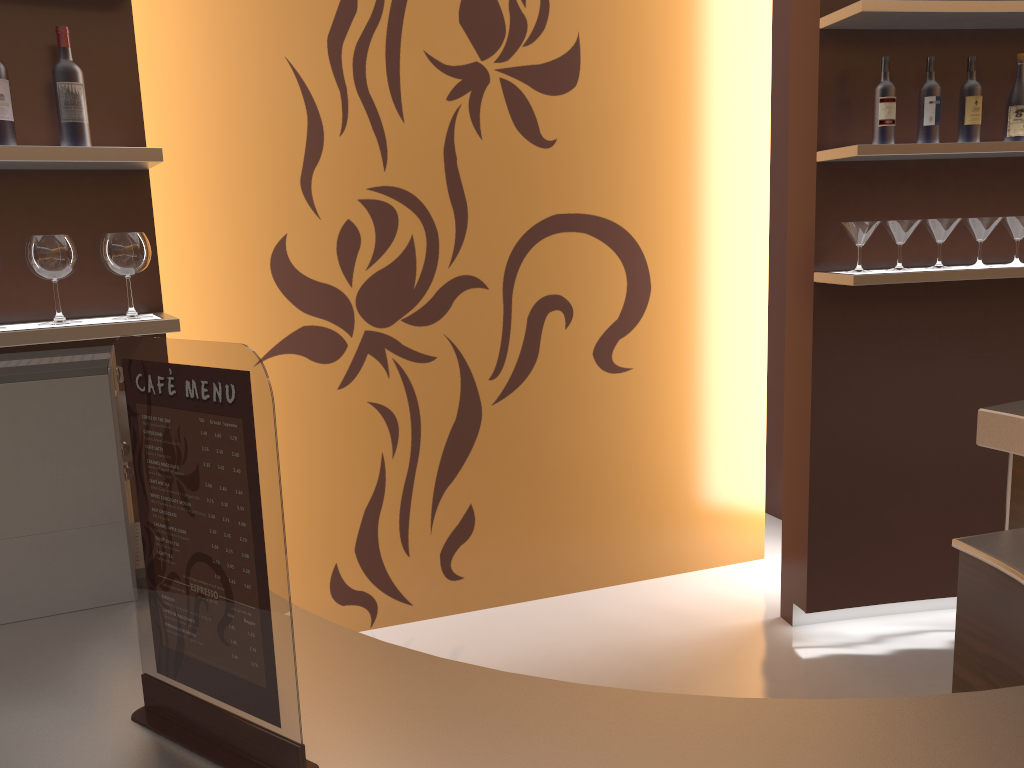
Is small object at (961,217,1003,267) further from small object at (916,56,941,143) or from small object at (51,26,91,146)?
small object at (51,26,91,146)

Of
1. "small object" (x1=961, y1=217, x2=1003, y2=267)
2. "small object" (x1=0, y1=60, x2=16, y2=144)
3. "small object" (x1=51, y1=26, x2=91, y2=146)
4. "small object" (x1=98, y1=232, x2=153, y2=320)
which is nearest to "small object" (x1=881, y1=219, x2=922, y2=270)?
"small object" (x1=961, y1=217, x2=1003, y2=267)

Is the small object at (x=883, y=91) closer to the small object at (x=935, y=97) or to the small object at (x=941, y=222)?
the small object at (x=935, y=97)

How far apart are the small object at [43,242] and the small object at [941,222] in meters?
2.7 m

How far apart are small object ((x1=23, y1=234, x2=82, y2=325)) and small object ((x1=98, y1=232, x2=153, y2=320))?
0.1m

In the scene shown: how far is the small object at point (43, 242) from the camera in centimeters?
215cm

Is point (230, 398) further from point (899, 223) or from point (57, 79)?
point (899, 223)

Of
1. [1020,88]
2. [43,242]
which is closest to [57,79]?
[43,242]

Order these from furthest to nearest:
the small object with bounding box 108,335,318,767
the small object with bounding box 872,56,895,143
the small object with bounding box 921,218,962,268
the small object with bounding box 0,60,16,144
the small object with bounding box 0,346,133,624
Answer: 1. the small object with bounding box 921,218,962,268
2. the small object with bounding box 872,56,895,143
3. the small object with bounding box 0,60,16,144
4. the small object with bounding box 0,346,133,624
5. the small object with bounding box 108,335,318,767

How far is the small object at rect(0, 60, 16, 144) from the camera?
2.08m
